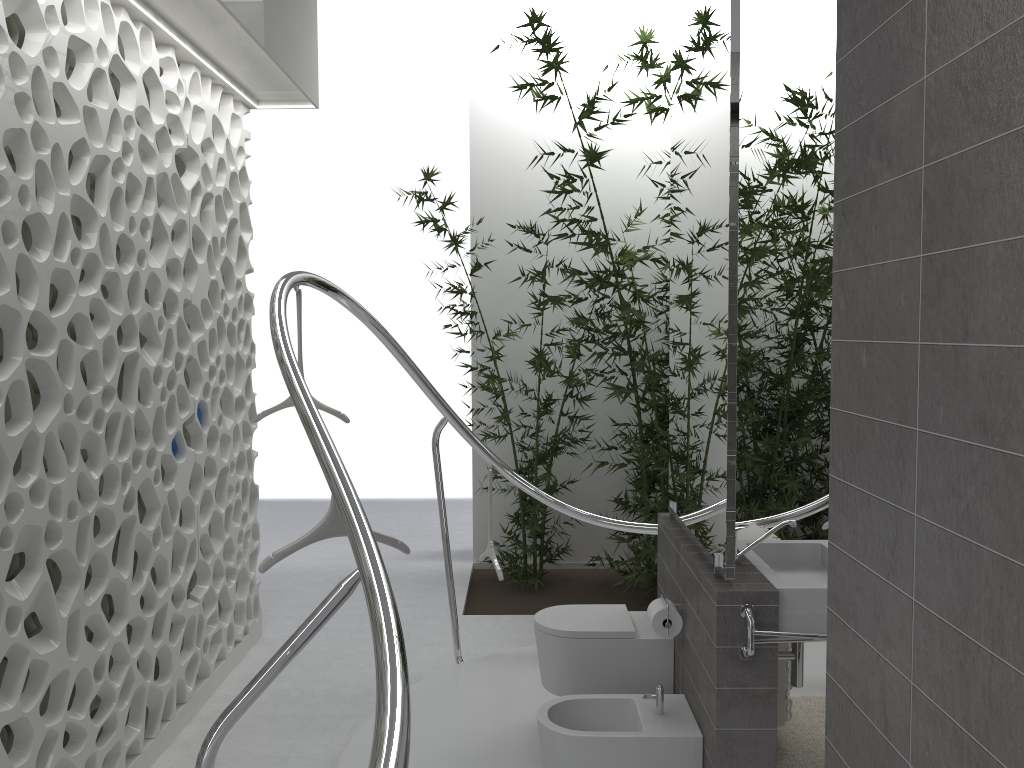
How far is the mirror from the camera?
2.8 meters

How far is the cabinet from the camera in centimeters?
280cm

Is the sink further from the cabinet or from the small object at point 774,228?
the small object at point 774,228

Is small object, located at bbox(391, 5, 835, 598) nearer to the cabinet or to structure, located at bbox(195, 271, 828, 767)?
structure, located at bbox(195, 271, 828, 767)

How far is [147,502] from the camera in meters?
3.8

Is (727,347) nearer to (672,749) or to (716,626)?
(716,626)

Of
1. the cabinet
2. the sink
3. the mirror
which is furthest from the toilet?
the mirror

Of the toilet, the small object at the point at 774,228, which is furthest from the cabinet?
the small object at the point at 774,228

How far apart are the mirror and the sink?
0.1 meters

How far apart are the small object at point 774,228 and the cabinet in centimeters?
175cm
